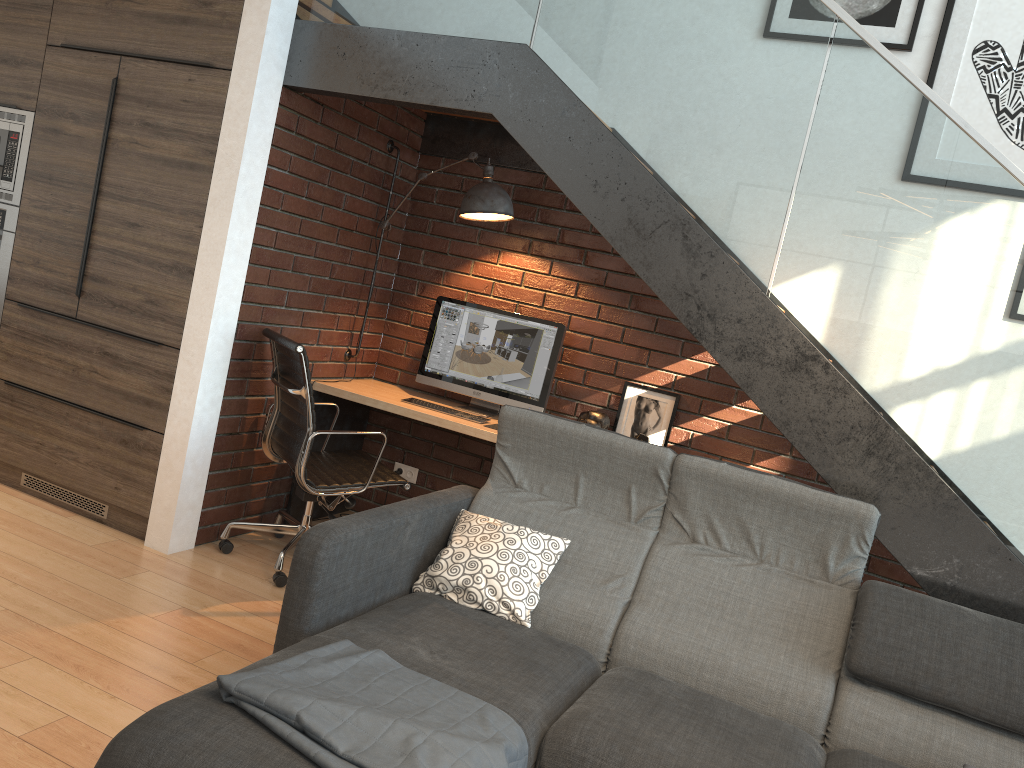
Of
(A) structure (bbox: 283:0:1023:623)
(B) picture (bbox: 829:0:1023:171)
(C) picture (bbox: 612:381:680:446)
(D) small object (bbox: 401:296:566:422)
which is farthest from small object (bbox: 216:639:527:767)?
(B) picture (bbox: 829:0:1023:171)

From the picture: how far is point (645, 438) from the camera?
4.1m

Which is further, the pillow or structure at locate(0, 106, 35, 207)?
structure at locate(0, 106, 35, 207)

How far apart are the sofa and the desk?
0.77m

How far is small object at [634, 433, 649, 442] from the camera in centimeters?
414cm

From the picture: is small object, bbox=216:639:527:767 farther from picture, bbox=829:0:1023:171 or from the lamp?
picture, bbox=829:0:1023:171

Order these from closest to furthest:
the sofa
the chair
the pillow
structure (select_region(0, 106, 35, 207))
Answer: the sofa
the pillow
the chair
structure (select_region(0, 106, 35, 207))

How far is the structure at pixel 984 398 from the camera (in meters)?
2.74

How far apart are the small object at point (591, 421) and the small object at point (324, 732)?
2.2m

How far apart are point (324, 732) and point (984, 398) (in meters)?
2.18
